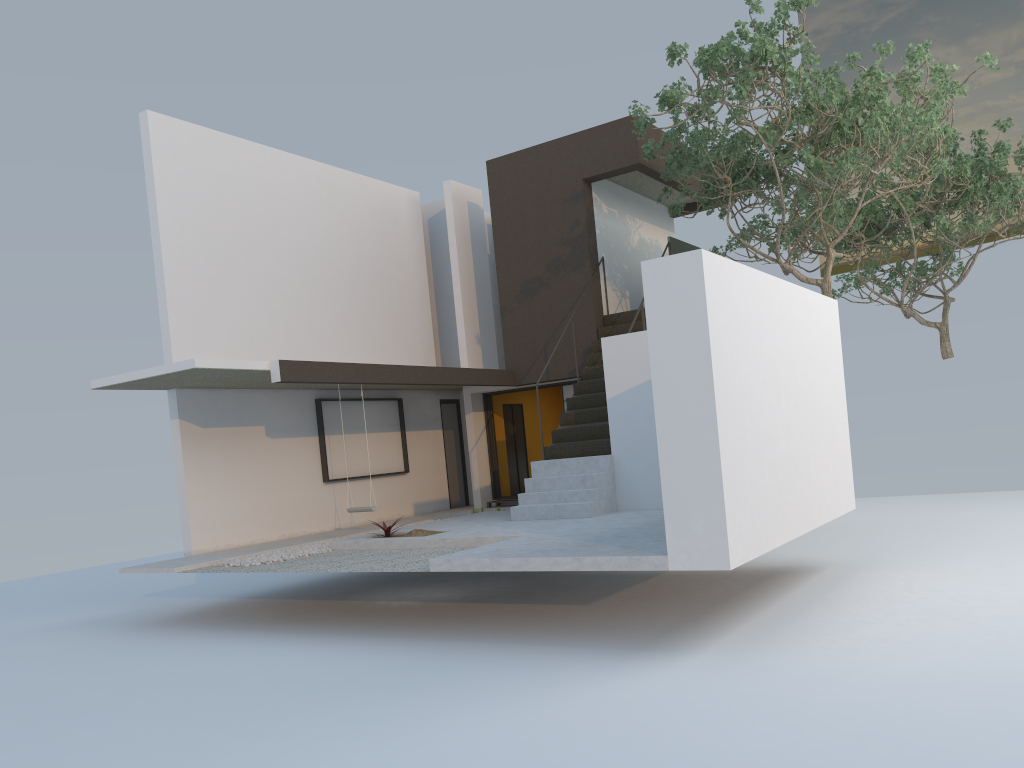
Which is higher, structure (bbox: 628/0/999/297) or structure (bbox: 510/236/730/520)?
structure (bbox: 628/0/999/297)

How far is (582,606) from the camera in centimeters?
891cm

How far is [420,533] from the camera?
10.58m

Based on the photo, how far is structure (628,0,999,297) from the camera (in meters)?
9.96

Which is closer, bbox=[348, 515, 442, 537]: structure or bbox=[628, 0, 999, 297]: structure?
bbox=[628, 0, 999, 297]: structure

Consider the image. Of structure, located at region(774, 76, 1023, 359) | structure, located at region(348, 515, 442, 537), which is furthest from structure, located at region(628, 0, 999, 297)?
structure, located at region(348, 515, 442, 537)

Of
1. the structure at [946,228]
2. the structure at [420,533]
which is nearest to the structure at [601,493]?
the structure at [420,533]

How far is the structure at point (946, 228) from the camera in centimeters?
1542cm

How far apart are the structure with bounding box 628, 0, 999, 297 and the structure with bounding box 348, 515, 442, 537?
5.4m

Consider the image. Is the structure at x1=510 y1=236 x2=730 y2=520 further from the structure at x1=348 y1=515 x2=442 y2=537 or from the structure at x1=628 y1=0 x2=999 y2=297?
the structure at x1=348 y1=515 x2=442 y2=537
